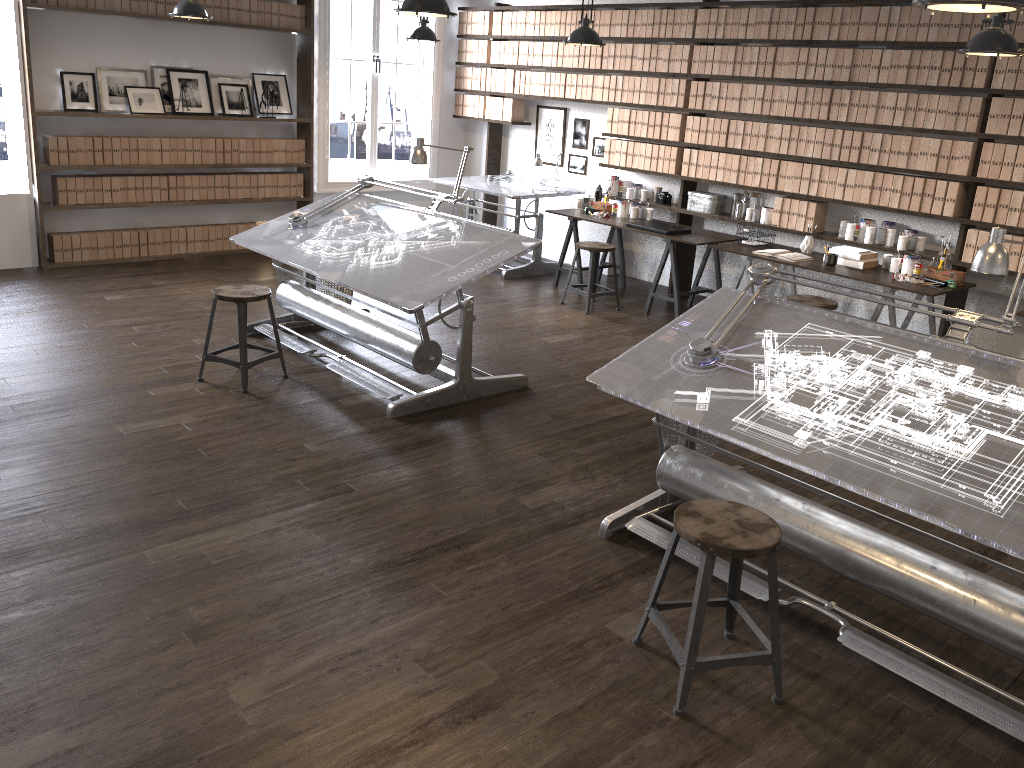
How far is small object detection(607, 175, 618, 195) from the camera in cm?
792

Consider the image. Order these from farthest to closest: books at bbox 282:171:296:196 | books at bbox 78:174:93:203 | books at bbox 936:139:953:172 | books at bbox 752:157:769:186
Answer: books at bbox 282:171:296:196 < books at bbox 78:174:93:203 < books at bbox 752:157:769:186 < books at bbox 936:139:953:172

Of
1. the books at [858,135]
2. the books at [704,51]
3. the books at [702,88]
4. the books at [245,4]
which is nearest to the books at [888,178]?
the books at [858,135]

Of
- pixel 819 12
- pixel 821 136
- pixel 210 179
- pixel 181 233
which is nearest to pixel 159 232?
pixel 181 233

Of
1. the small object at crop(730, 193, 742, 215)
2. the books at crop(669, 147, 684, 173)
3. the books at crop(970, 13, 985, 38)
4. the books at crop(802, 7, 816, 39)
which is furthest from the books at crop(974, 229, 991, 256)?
the books at crop(669, 147, 684, 173)

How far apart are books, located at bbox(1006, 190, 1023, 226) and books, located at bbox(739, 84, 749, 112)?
2.11m

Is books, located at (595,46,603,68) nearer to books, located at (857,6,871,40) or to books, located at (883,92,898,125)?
books, located at (857,6,871,40)

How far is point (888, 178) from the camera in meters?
6.1 m

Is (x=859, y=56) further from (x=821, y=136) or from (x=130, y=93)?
(x=130, y=93)

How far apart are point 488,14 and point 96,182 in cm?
405
